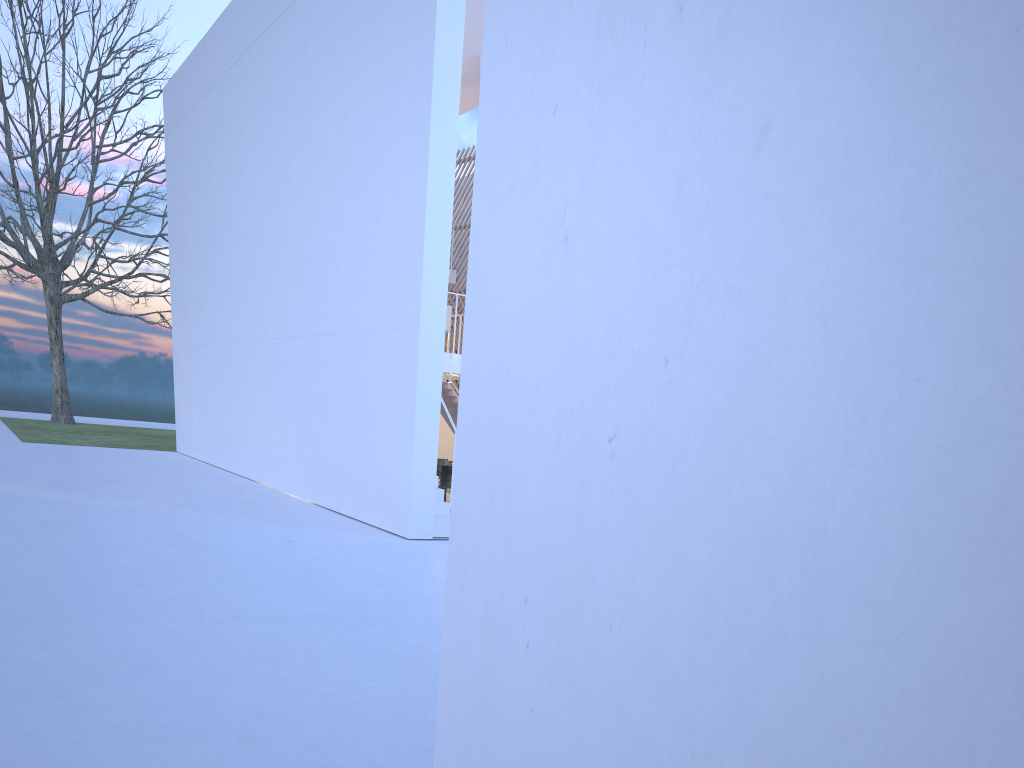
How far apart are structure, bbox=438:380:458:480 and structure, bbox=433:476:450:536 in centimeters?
478cm

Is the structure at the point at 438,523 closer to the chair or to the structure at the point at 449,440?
the chair

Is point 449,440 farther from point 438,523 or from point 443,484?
point 438,523

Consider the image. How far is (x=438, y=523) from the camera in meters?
6.1 m

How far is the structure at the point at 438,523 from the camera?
6.11m

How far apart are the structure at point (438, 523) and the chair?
1.4 meters

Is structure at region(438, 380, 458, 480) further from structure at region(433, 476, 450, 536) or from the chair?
structure at region(433, 476, 450, 536)

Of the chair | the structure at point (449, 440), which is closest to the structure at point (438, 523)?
the chair

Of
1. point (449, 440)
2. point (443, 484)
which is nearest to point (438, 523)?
point (443, 484)

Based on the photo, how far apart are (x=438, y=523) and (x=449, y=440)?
5.4 meters
